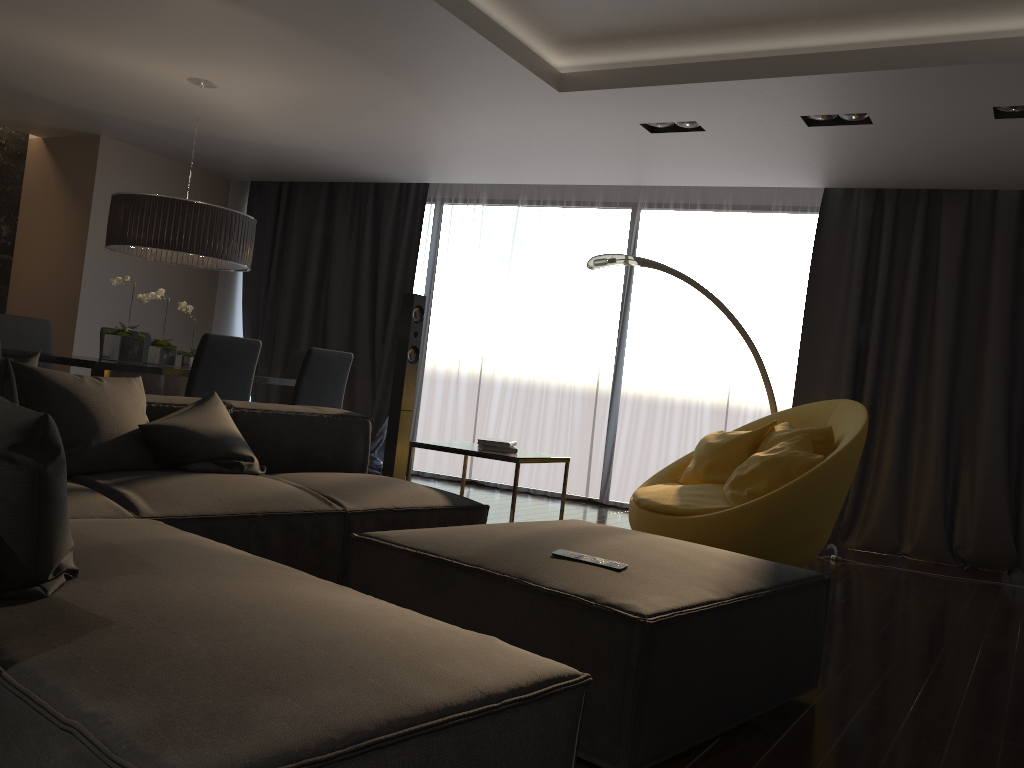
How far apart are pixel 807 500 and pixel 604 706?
2.2 meters

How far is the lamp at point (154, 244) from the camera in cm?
515

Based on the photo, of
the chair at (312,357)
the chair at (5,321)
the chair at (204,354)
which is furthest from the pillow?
the chair at (5,321)

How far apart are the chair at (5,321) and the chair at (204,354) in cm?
183

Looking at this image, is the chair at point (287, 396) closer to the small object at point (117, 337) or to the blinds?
the small object at point (117, 337)

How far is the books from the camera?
4.04m

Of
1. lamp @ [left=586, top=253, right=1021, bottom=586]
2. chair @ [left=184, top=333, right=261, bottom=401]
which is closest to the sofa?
chair @ [left=184, top=333, right=261, bottom=401]

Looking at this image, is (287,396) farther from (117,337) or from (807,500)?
(807,500)

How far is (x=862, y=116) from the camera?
4.6m

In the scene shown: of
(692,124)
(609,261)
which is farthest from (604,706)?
(692,124)
